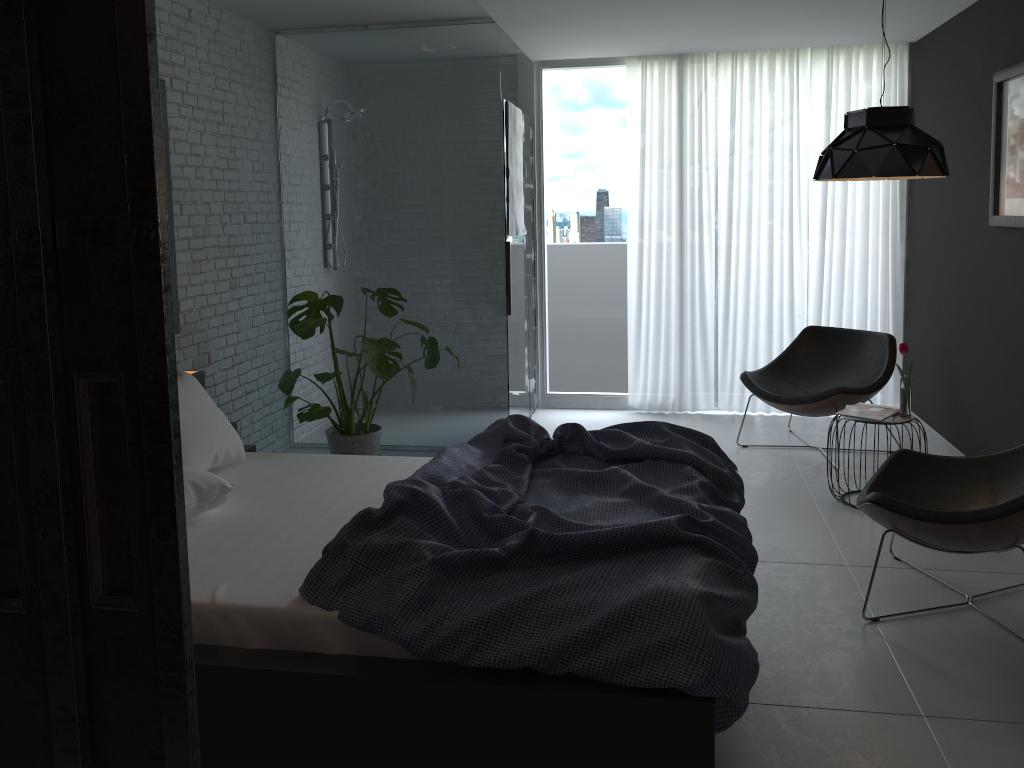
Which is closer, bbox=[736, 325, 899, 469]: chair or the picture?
the picture

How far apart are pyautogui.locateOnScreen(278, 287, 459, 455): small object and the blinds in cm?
180

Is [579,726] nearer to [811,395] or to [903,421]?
[903,421]

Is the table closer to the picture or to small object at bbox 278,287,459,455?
the picture

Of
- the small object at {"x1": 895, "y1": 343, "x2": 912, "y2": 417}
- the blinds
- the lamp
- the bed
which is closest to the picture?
the lamp

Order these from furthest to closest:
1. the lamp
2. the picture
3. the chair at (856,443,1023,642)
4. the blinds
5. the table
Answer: the blinds, the table, the picture, the lamp, the chair at (856,443,1023,642)

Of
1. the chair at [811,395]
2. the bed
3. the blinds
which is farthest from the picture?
the bed

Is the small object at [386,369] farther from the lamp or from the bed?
the lamp

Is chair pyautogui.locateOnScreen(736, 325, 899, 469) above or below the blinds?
below

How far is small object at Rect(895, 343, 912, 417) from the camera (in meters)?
4.18
